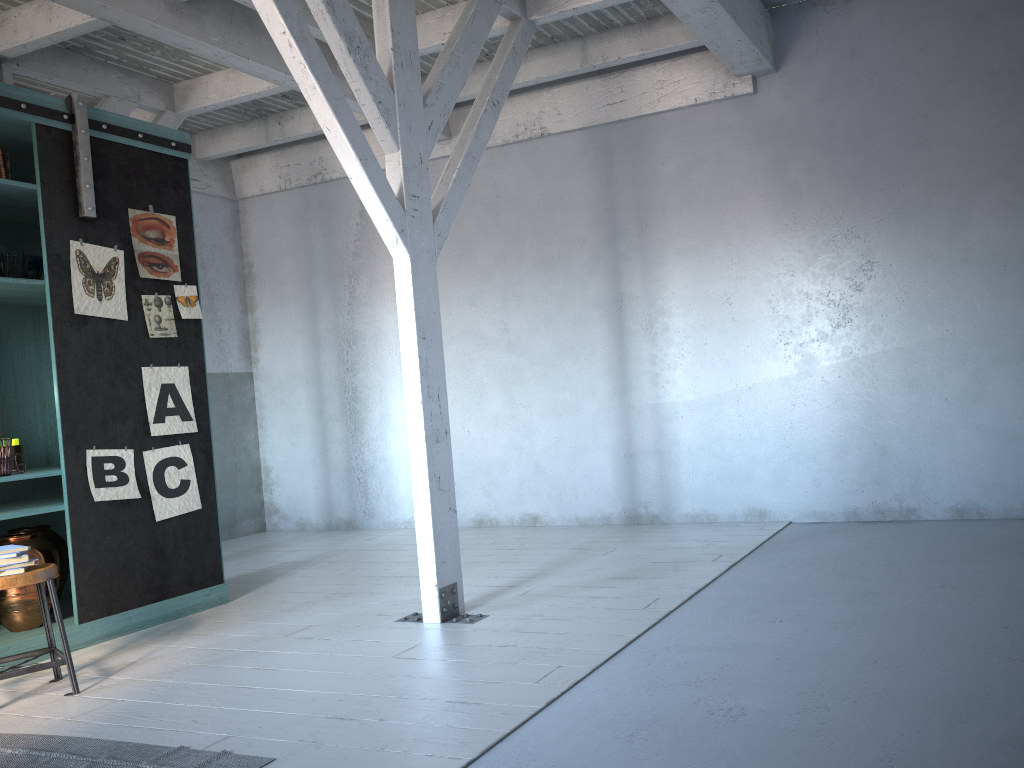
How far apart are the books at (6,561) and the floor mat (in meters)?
0.93

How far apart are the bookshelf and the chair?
0.47m

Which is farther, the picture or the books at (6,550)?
the picture

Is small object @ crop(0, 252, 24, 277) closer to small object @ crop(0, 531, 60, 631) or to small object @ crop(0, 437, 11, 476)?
small object @ crop(0, 437, 11, 476)

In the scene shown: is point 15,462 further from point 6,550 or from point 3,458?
point 6,550

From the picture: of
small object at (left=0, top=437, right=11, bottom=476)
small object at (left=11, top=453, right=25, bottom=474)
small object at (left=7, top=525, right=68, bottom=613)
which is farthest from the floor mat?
small object at (left=7, top=525, right=68, bottom=613)

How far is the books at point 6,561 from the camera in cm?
462

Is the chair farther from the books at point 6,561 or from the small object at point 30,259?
the small object at point 30,259

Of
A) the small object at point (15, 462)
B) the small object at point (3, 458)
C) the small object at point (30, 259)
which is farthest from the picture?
the small object at point (3, 458)

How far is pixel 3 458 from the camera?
5.4 meters
